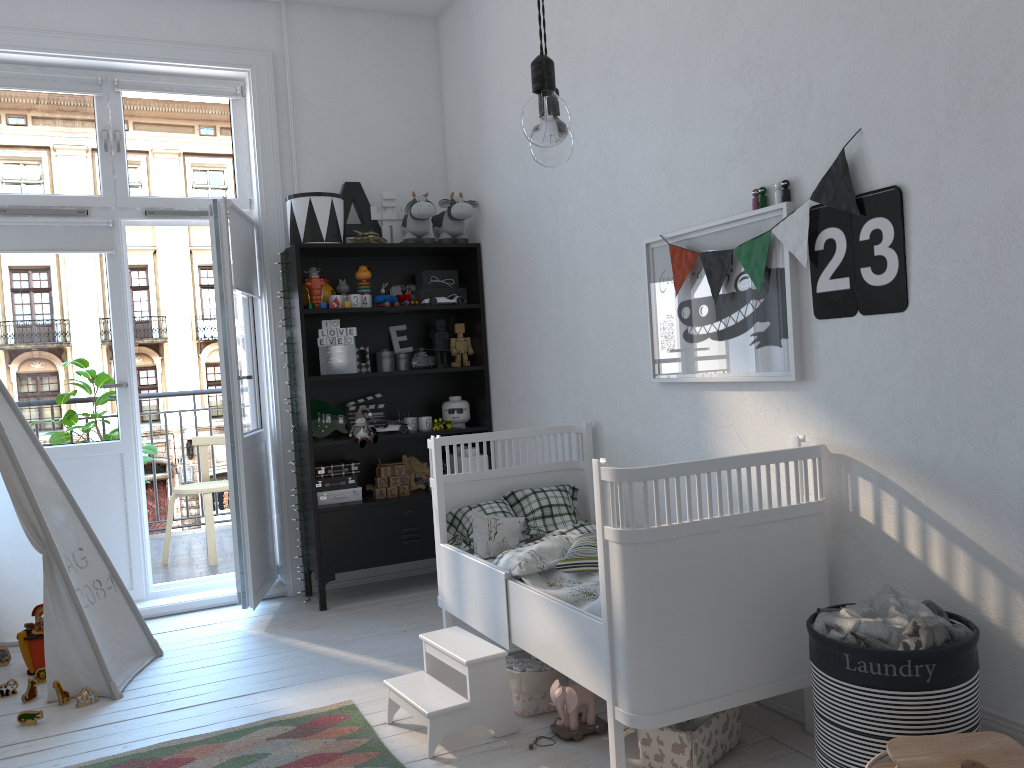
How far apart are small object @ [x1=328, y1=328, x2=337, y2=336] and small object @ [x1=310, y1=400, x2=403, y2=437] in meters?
0.4

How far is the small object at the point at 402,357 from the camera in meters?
4.5 m

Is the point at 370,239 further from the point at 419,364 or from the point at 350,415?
the point at 350,415

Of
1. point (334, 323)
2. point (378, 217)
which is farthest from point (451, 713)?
point (378, 217)

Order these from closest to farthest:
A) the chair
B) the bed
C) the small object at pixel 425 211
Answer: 1. the bed
2. the small object at pixel 425 211
3. the chair

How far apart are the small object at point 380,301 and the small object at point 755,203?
2.1m

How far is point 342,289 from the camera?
4.3 meters

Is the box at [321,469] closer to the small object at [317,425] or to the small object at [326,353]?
the small object at [317,425]

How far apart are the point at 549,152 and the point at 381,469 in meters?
3.0

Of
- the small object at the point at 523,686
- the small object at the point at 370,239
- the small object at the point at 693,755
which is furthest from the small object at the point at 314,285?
the small object at the point at 693,755
